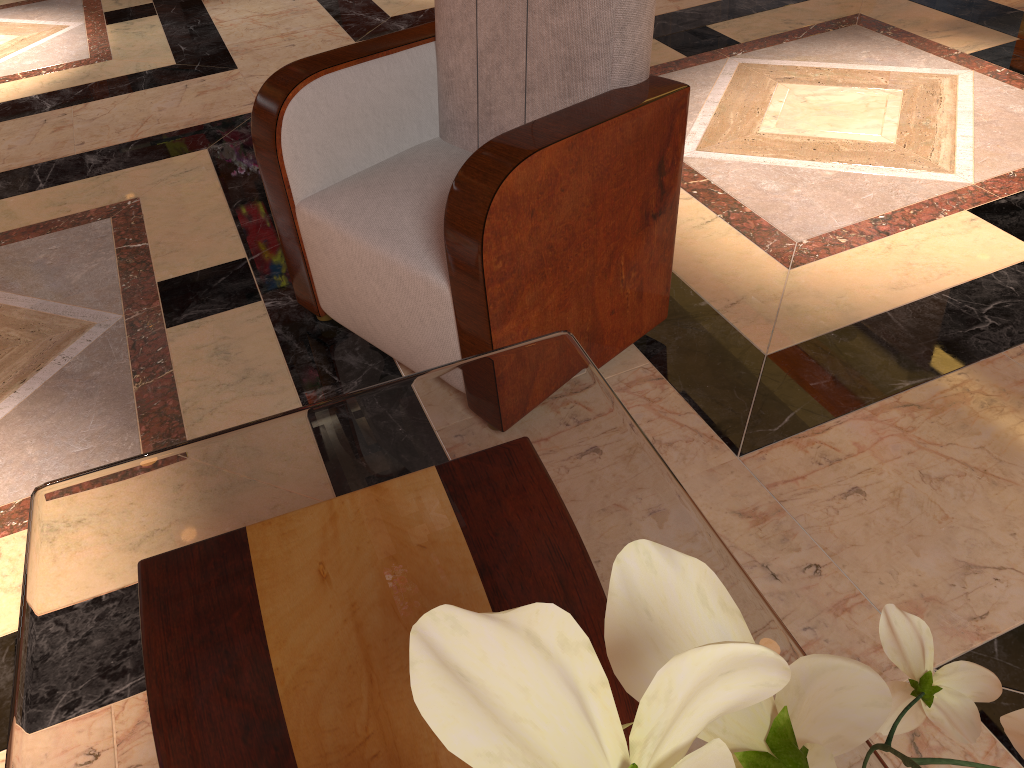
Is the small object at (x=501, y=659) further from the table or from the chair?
the chair

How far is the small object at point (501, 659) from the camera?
0.3 meters

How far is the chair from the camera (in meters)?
1.52

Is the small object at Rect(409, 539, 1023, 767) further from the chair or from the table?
the chair

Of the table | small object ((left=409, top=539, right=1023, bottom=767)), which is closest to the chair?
the table

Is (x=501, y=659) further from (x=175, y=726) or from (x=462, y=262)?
(x=462, y=262)

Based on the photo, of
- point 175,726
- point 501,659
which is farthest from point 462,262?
point 501,659

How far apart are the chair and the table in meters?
0.3

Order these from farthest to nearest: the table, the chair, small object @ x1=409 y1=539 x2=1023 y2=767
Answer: the chair < the table < small object @ x1=409 y1=539 x2=1023 y2=767

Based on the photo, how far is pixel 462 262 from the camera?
1.5m
